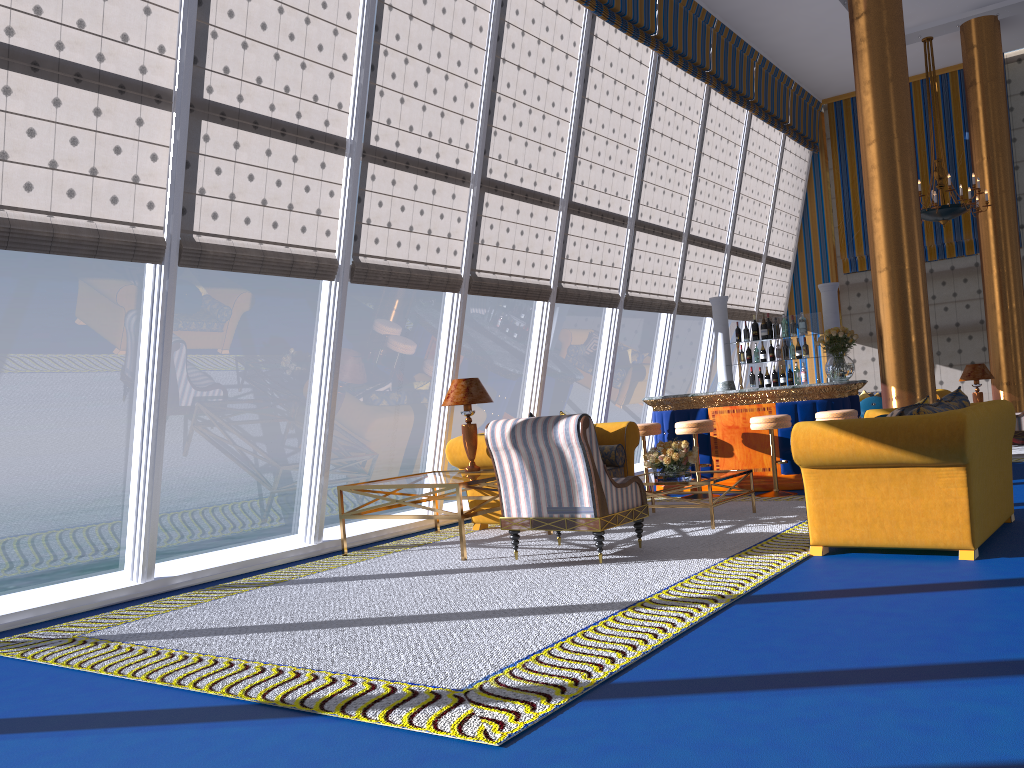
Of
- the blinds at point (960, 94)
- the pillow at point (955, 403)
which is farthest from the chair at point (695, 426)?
the blinds at point (960, 94)

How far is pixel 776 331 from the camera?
10.75m

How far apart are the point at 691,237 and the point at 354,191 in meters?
6.3

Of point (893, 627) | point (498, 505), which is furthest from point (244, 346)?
point (893, 627)

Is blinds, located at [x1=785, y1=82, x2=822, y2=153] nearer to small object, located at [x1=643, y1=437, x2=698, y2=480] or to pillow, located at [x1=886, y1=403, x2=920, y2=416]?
small object, located at [x1=643, y1=437, x2=698, y2=480]

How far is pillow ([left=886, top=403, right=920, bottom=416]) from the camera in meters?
5.3 m

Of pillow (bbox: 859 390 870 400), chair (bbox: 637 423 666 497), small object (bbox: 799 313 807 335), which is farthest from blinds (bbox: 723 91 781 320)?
chair (bbox: 637 423 666 497)

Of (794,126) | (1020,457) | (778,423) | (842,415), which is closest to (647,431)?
(778,423)

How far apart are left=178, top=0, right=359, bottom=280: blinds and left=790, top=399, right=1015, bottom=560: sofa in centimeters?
363cm

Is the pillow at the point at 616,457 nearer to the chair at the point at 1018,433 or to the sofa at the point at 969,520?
the sofa at the point at 969,520
